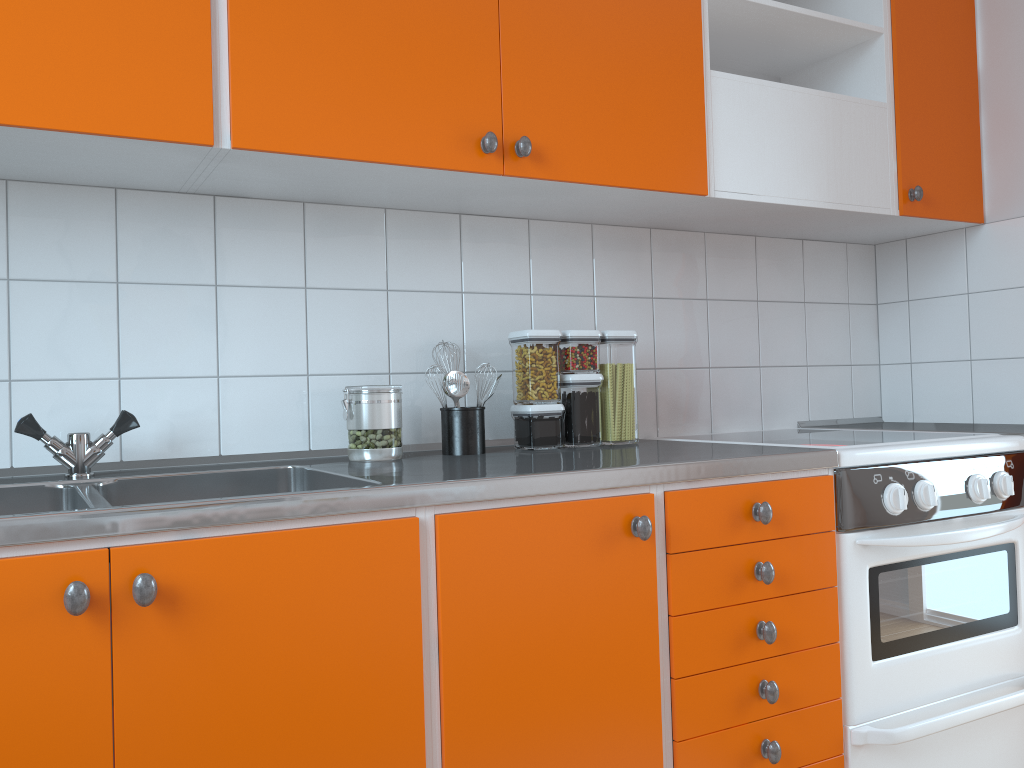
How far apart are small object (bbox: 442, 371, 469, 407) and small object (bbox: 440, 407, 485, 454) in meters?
0.0

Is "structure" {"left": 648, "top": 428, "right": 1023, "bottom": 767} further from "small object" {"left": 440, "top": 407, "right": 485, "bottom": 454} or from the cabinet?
"small object" {"left": 440, "top": 407, "right": 485, "bottom": 454}

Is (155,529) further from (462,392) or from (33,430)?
(462,392)

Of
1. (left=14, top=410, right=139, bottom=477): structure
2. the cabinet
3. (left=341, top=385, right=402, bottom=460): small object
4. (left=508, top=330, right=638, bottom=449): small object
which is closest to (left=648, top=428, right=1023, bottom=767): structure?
the cabinet

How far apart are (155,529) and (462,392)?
0.8 meters

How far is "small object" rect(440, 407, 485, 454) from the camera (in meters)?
1.83

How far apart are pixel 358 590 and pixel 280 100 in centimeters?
83cm

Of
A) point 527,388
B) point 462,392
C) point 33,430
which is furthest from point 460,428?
point 33,430

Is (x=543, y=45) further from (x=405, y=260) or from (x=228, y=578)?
(x=228, y=578)

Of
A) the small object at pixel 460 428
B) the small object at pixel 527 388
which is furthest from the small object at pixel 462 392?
the small object at pixel 527 388
